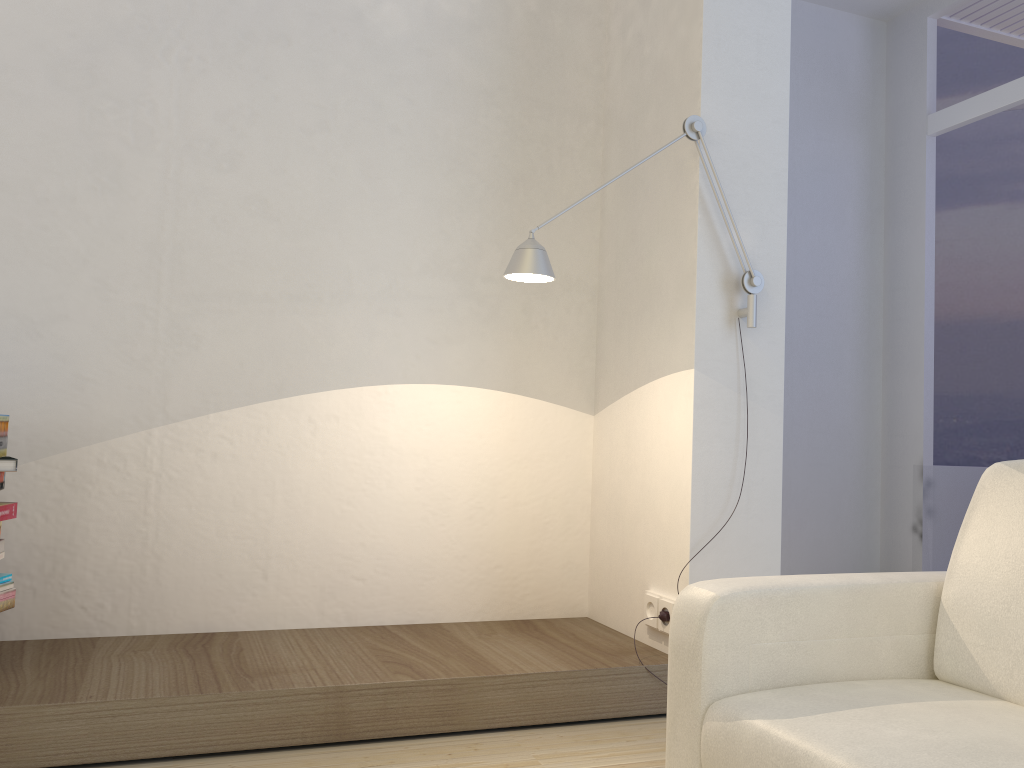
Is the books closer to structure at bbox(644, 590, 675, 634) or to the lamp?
the lamp

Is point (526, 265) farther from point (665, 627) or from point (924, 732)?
point (924, 732)

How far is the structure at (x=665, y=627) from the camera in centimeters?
285cm

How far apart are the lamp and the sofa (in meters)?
0.99

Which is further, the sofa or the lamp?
the lamp

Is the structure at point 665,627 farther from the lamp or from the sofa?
the sofa

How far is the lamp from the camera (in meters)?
2.51

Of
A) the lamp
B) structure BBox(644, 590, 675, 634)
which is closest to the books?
the lamp

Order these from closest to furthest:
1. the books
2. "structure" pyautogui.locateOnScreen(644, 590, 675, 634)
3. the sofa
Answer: the sofa → the books → "structure" pyautogui.locateOnScreen(644, 590, 675, 634)

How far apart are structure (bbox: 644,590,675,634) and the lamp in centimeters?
2cm
